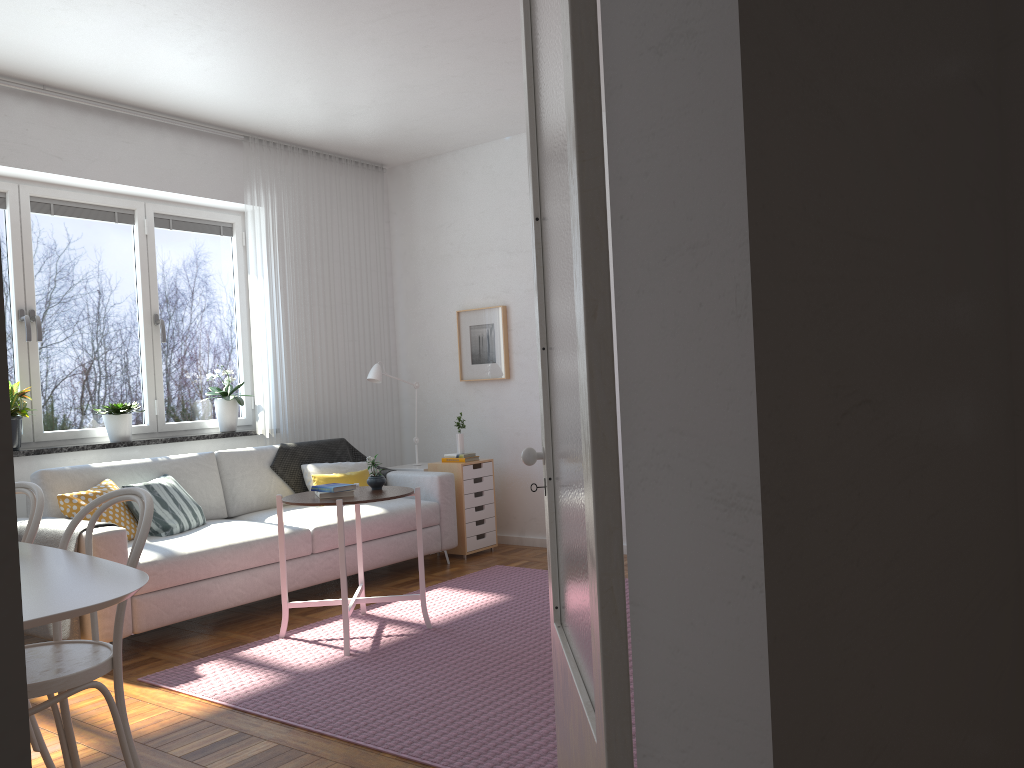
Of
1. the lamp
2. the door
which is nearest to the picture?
the lamp

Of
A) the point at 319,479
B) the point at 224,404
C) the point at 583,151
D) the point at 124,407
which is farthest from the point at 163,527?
the point at 583,151

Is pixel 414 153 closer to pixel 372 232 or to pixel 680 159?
pixel 372 232

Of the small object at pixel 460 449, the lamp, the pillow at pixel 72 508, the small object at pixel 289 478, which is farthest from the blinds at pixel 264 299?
the pillow at pixel 72 508

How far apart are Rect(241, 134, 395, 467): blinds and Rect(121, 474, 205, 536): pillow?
1.04m

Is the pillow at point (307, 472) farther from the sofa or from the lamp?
the lamp

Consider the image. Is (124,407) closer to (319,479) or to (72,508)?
(72,508)

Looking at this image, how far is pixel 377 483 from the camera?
4.30m

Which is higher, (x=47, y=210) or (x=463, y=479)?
(x=47, y=210)

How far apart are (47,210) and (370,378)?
2.2m
